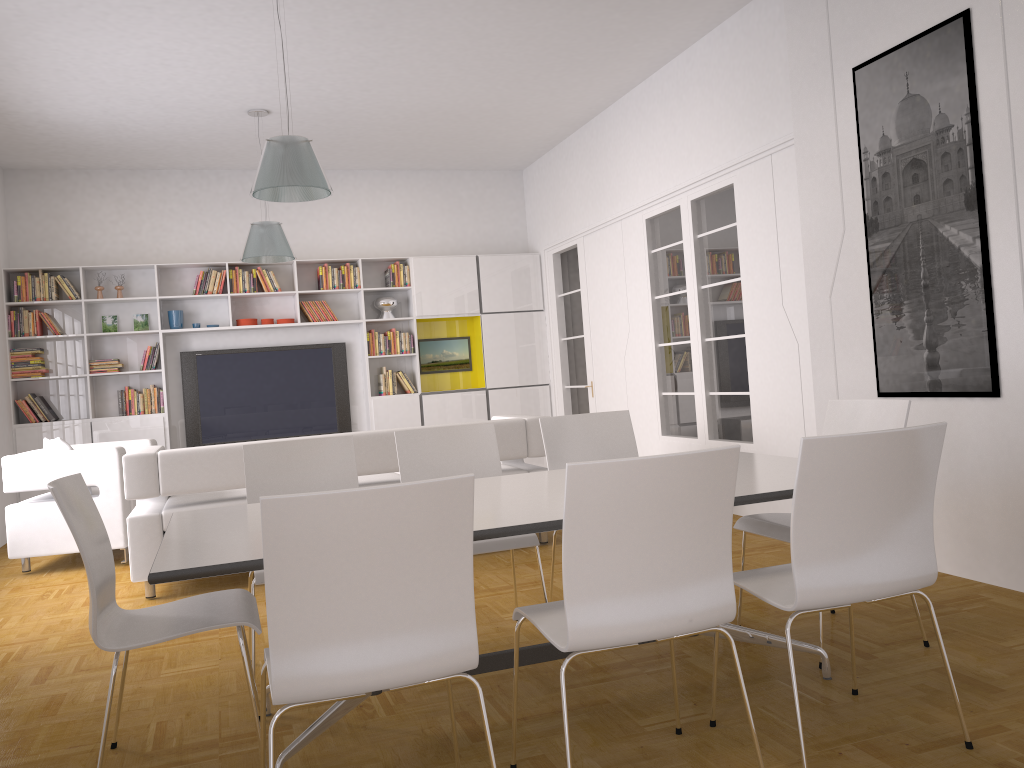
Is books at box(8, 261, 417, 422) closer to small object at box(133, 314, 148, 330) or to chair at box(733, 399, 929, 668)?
small object at box(133, 314, 148, 330)

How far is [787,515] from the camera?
3.67m

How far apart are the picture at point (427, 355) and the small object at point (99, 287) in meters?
3.3 m

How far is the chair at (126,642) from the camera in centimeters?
257cm

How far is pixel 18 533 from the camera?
6.14m

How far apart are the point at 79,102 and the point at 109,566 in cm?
524

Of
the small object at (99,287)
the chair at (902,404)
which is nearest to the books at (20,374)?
the small object at (99,287)

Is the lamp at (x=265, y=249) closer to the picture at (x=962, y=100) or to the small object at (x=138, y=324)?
the small object at (x=138, y=324)

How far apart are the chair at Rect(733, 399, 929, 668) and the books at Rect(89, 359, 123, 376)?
6.9m

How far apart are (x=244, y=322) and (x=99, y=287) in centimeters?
138cm
